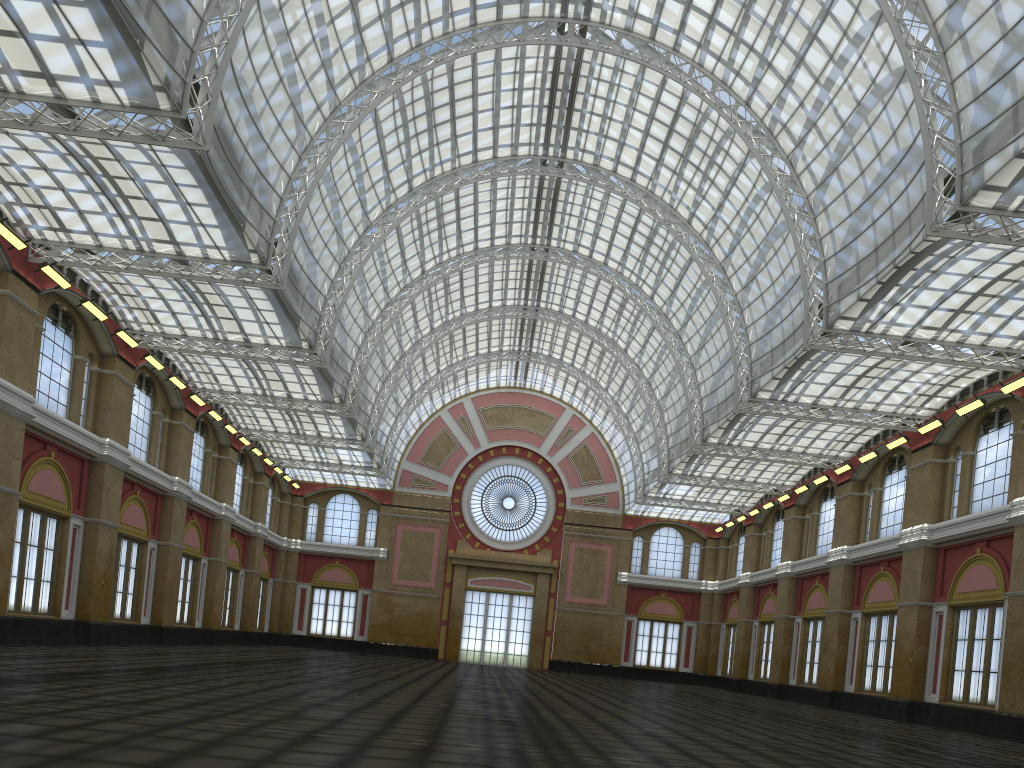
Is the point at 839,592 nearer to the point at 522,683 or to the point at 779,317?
the point at 779,317
